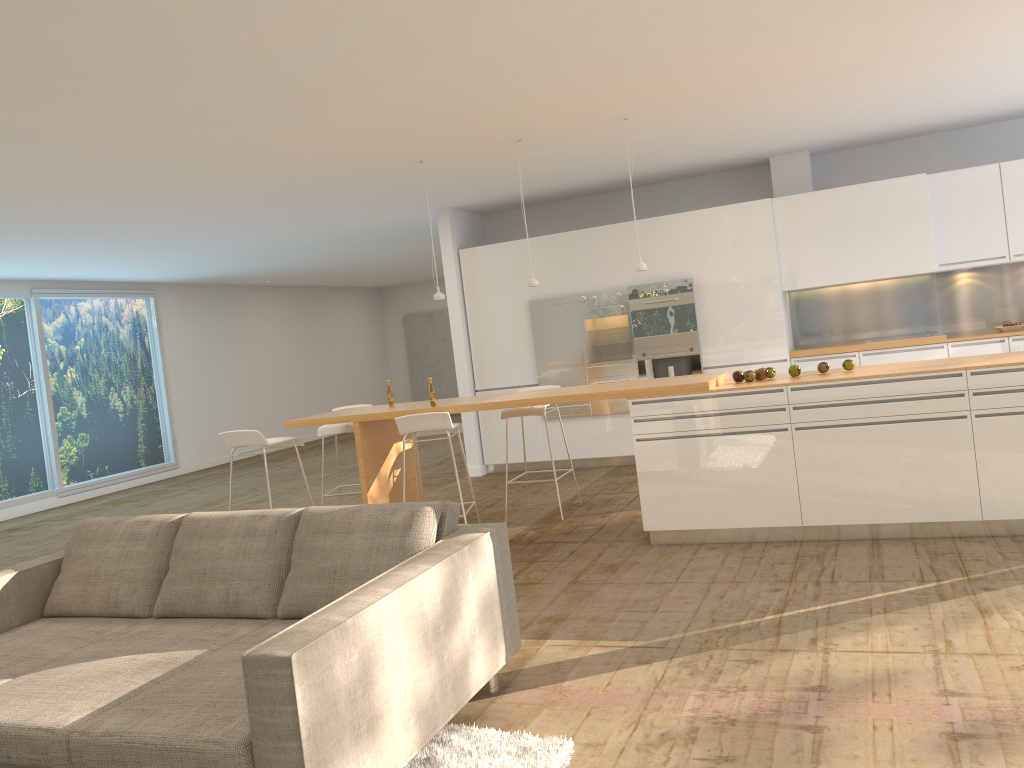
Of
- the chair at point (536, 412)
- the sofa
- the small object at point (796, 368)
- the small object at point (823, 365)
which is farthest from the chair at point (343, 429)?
the small object at point (823, 365)

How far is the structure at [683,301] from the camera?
8.97m

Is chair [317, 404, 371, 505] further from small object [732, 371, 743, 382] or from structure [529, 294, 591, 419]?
small object [732, 371, 743, 382]

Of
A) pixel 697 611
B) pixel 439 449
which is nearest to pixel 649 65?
pixel 697 611

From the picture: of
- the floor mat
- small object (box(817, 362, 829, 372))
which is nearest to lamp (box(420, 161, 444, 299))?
→ small object (box(817, 362, 829, 372))

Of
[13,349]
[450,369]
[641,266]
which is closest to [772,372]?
[641,266]

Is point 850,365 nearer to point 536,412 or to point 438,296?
point 536,412

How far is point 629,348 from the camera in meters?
9.2 m

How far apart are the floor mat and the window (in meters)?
9.80

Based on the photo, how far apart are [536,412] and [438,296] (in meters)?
1.24
